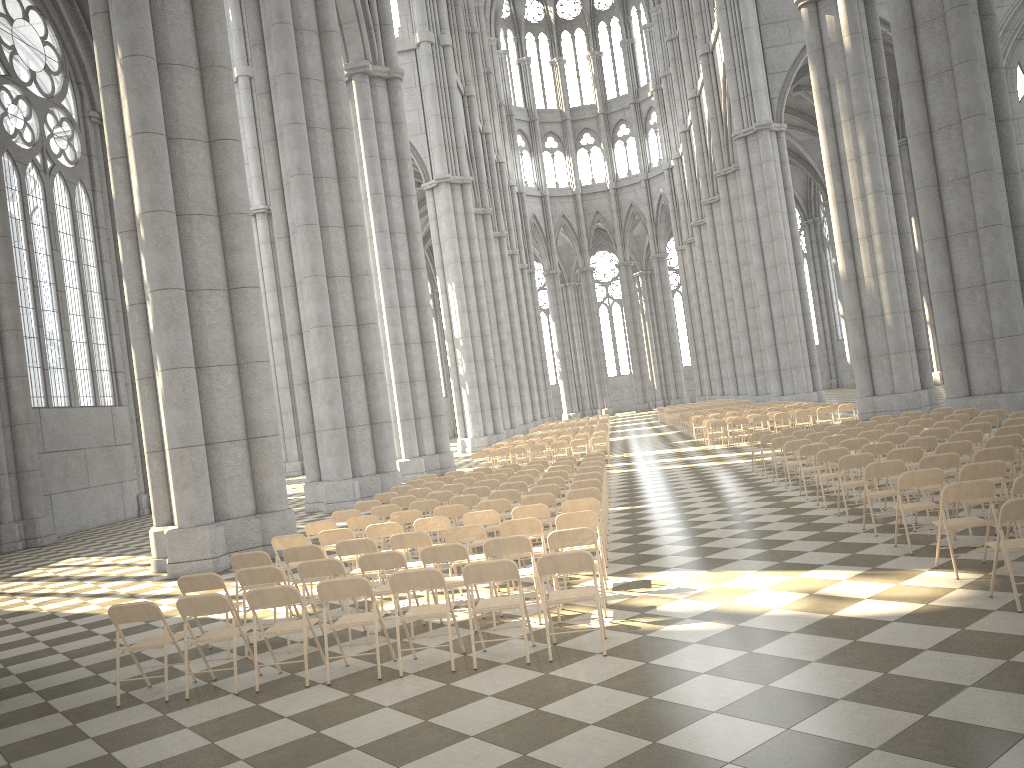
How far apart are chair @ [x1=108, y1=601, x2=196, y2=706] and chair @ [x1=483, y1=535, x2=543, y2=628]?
2.7 meters

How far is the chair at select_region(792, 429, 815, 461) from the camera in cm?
1663

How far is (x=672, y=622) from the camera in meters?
7.4 m

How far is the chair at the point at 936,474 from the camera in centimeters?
865cm

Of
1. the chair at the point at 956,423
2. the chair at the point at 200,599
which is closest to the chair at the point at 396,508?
the chair at the point at 200,599

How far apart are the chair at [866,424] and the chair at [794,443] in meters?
2.8

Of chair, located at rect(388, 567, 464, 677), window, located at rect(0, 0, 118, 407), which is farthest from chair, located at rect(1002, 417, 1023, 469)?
A: window, located at rect(0, 0, 118, 407)

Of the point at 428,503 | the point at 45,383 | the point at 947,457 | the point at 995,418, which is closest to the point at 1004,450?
the point at 947,457

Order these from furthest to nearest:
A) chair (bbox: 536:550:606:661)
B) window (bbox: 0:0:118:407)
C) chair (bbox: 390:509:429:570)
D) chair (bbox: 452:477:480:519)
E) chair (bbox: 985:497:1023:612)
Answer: window (bbox: 0:0:118:407), chair (bbox: 452:477:480:519), chair (bbox: 390:509:429:570), chair (bbox: 536:550:606:661), chair (bbox: 985:497:1023:612)

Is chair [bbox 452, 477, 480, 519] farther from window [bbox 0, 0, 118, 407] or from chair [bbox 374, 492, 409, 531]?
window [bbox 0, 0, 118, 407]
